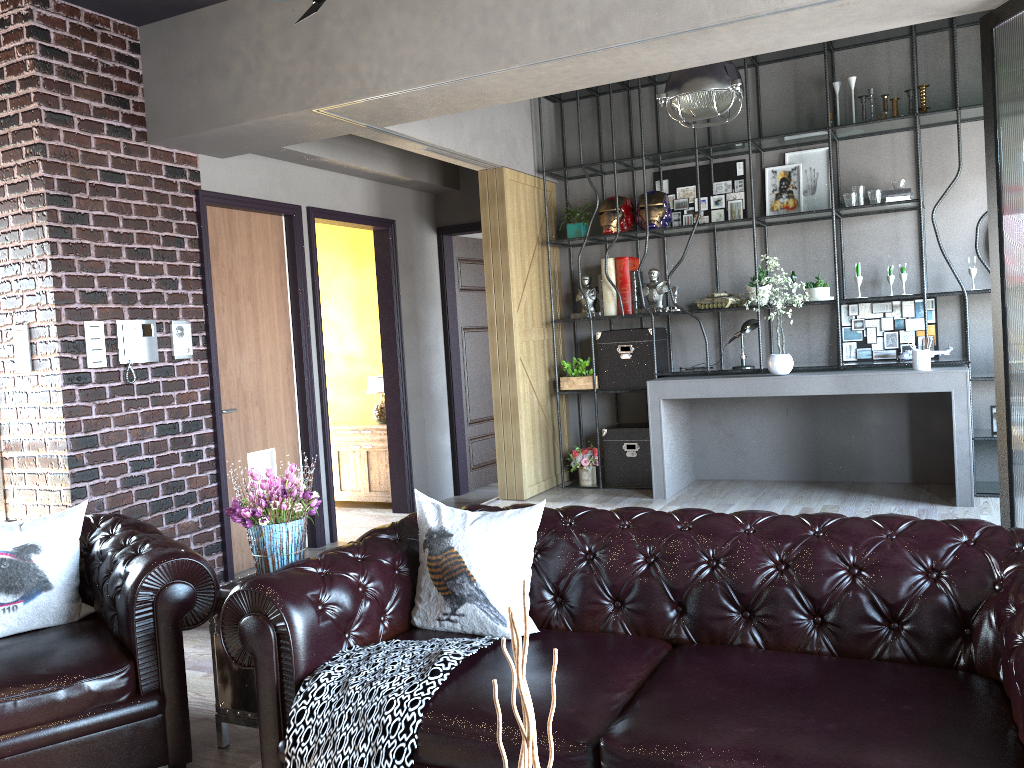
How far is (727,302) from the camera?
6.72m

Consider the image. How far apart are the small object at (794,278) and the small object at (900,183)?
0.9 meters

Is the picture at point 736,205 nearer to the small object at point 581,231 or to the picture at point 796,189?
the picture at point 796,189

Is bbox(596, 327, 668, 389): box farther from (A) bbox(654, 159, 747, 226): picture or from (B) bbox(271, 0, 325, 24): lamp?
(B) bbox(271, 0, 325, 24): lamp

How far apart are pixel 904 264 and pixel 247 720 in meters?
5.2

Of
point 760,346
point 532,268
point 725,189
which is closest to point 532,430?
point 532,268

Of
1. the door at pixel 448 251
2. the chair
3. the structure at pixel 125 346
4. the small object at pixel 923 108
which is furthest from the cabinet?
the small object at pixel 923 108

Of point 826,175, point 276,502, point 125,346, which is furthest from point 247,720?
point 826,175

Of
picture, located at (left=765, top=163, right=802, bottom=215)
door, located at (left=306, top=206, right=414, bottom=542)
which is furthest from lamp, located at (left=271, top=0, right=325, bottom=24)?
picture, located at (left=765, top=163, right=802, bottom=215)

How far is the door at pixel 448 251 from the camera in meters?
8.4
